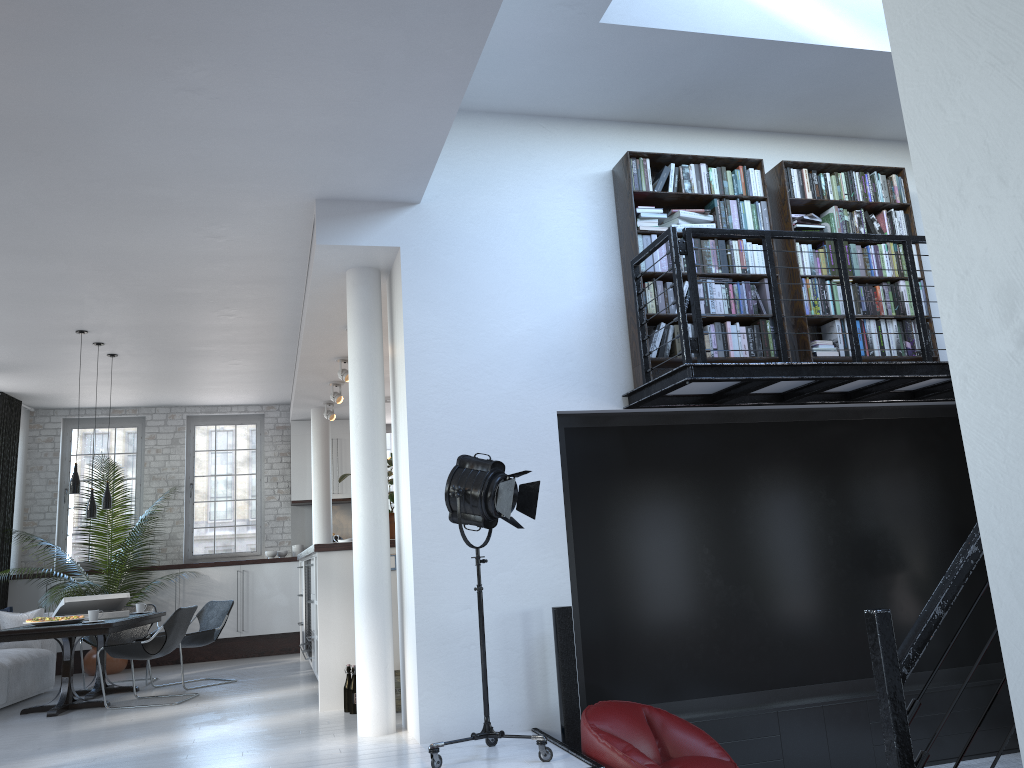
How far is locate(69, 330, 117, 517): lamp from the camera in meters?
7.9

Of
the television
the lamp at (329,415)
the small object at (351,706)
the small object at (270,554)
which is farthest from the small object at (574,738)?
the small object at (270,554)

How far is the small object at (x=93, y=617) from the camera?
Result: 7.62m

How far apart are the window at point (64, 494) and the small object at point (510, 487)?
8.4m

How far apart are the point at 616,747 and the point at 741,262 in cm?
324

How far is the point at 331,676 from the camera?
6.6 meters

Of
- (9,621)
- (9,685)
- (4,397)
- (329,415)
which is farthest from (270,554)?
(9,685)

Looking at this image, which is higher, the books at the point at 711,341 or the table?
the books at the point at 711,341

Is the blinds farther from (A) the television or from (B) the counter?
(A) the television

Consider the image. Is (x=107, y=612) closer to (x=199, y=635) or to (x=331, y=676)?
(x=199, y=635)
